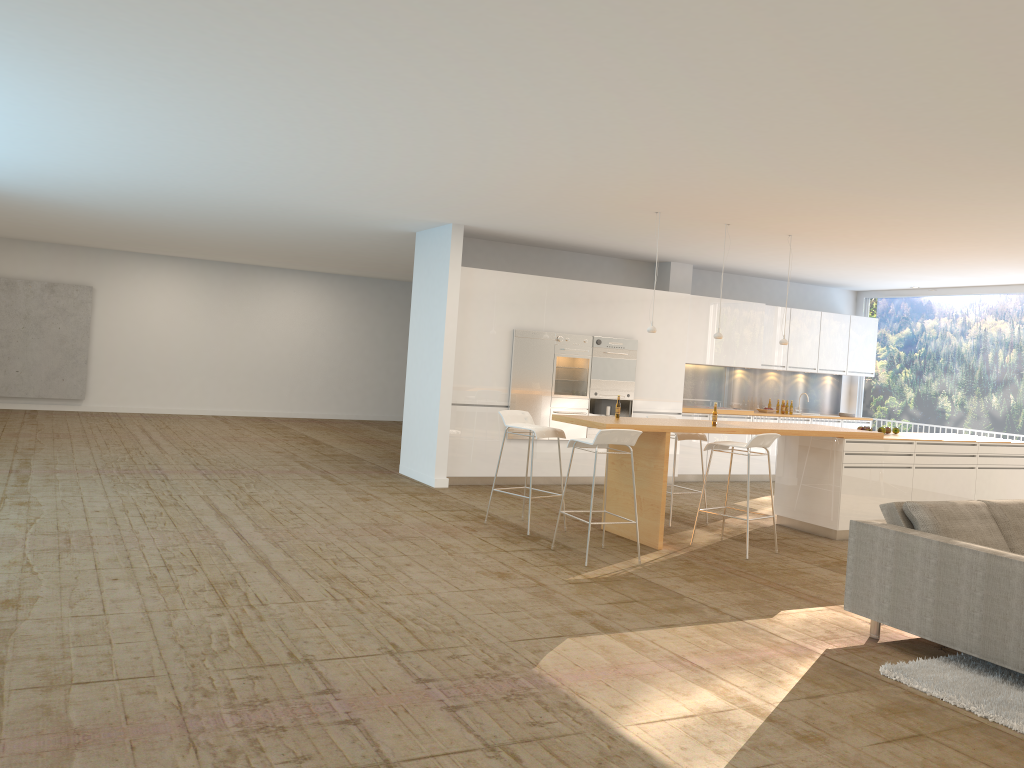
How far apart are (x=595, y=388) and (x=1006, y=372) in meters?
5.9 m

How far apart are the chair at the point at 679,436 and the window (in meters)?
5.90

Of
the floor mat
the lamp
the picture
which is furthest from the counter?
the picture

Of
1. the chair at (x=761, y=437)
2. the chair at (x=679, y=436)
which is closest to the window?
the chair at (x=679, y=436)

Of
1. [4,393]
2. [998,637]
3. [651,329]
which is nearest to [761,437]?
[651,329]

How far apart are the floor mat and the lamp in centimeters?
412cm

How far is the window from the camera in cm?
1218

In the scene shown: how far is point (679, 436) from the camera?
8.65m

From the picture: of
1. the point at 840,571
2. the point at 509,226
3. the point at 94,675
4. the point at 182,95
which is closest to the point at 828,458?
the point at 840,571

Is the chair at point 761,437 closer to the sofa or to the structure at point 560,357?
the sofa
